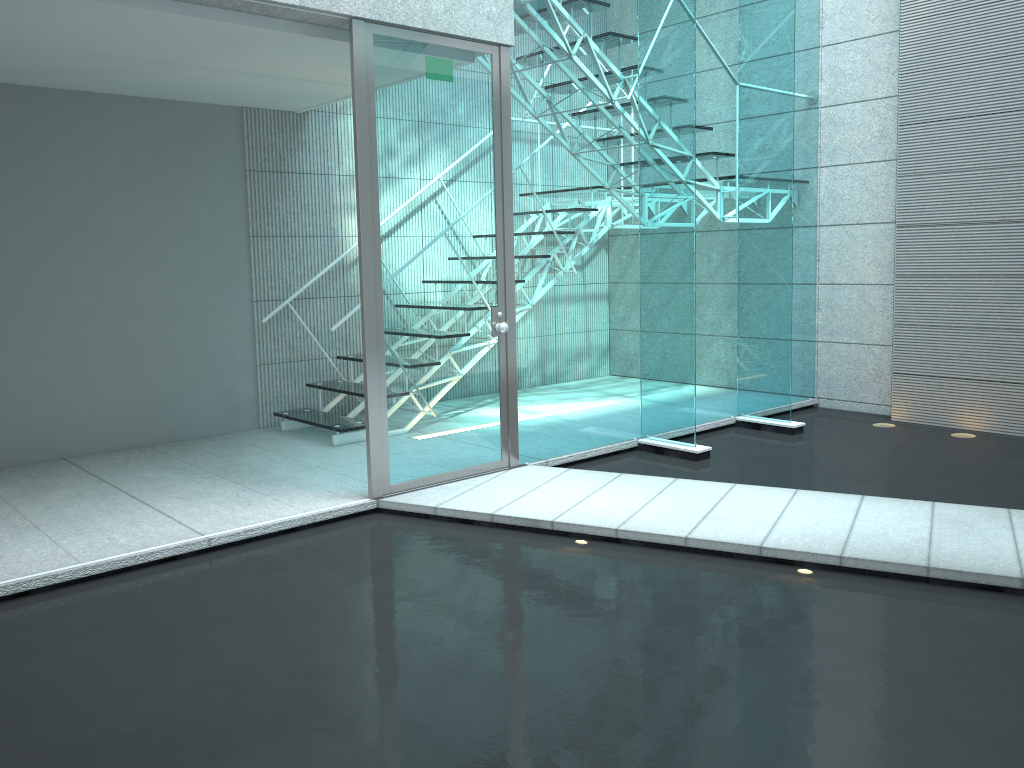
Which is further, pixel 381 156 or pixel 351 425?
pixel 351 425

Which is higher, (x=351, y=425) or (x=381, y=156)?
(x=381, y=156)

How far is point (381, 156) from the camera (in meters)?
3.79

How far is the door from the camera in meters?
3.8

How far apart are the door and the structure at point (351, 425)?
1.03m

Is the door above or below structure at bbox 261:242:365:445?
above

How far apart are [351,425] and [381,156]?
1.8 meters

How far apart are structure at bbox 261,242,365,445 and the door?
1.0 meters

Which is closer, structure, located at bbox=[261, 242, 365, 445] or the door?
the door
